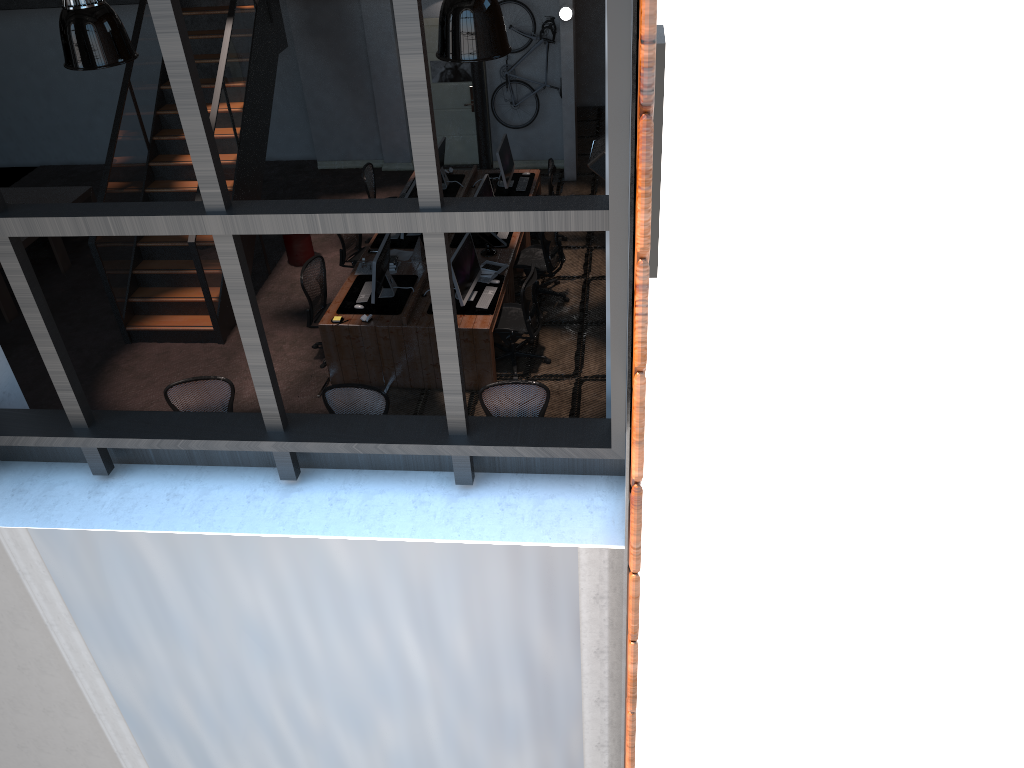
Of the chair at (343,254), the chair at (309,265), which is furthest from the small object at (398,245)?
the chair at (309,265)

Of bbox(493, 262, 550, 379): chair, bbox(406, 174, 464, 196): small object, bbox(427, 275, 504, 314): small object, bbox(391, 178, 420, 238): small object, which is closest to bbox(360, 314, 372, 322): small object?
bbox(427, 275, 504, 314): small object

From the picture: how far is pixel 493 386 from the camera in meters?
7.3

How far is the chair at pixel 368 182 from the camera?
11.62m

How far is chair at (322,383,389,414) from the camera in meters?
7.3

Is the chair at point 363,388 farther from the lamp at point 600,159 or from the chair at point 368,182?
the chair at point 368,182

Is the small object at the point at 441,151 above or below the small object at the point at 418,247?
above

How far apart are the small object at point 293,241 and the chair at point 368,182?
1.1 meters

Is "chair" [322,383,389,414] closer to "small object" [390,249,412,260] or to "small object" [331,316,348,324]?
"small object" [331,316,348,324]

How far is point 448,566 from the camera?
3.8m
